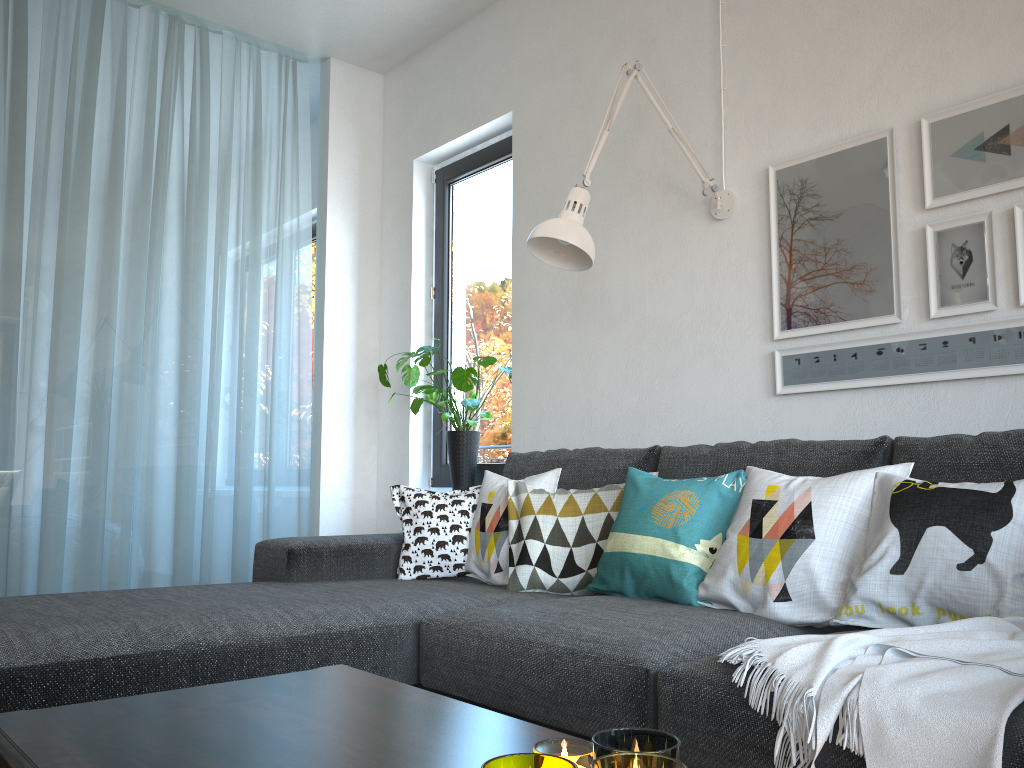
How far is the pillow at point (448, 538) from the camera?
2.7m

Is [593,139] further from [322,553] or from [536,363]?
[322,553]

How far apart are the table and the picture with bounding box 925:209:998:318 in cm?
167

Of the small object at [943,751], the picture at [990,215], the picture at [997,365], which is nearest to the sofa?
the small object at [943,751]

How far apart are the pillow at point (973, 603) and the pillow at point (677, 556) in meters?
0.3

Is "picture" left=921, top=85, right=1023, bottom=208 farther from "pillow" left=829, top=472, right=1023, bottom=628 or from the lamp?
"pillow" left=829, top=472, right=1023, bottom=628

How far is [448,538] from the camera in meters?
2.7 m

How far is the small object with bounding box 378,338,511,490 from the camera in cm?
362

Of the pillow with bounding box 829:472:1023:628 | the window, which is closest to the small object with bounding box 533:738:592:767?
the pillow with bounding box 829:472:1023:628

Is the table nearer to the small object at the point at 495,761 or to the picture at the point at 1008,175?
the small object at the point at 495,761
